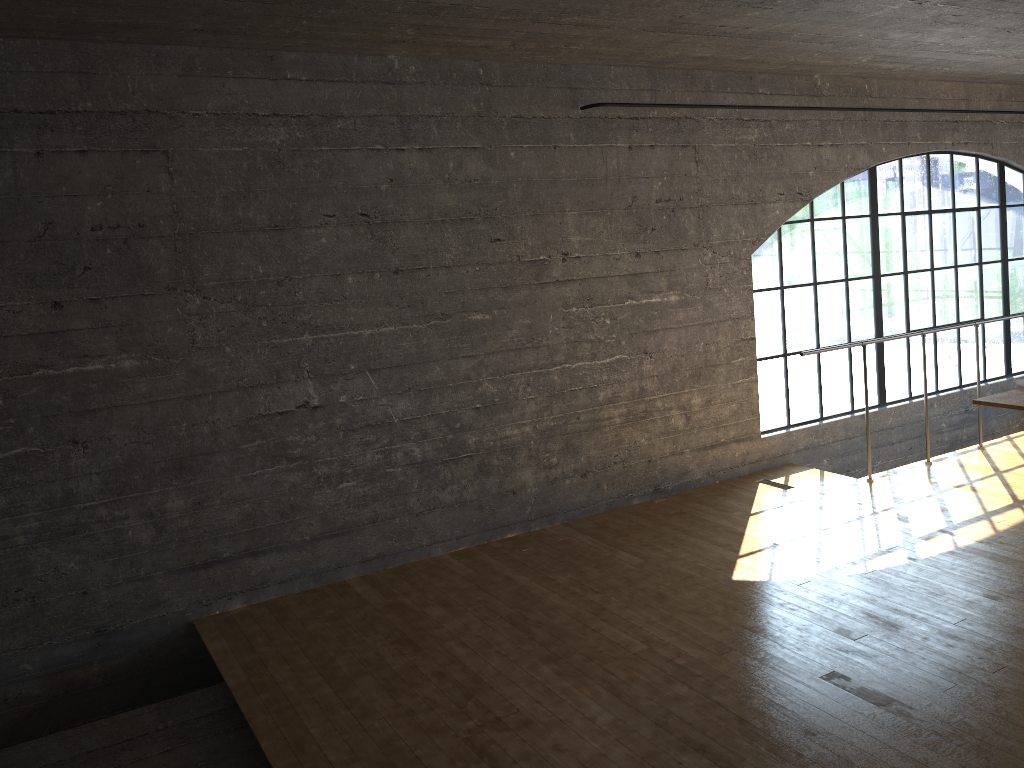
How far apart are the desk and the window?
1.8m

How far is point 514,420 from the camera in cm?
475

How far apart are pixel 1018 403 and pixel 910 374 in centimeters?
281cm

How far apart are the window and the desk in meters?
1.8

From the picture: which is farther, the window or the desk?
the window

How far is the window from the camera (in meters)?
6.46

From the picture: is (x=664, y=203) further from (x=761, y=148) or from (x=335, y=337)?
(x=335, y=337)

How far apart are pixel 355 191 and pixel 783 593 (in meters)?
2.67

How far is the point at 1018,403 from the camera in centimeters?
375cm
